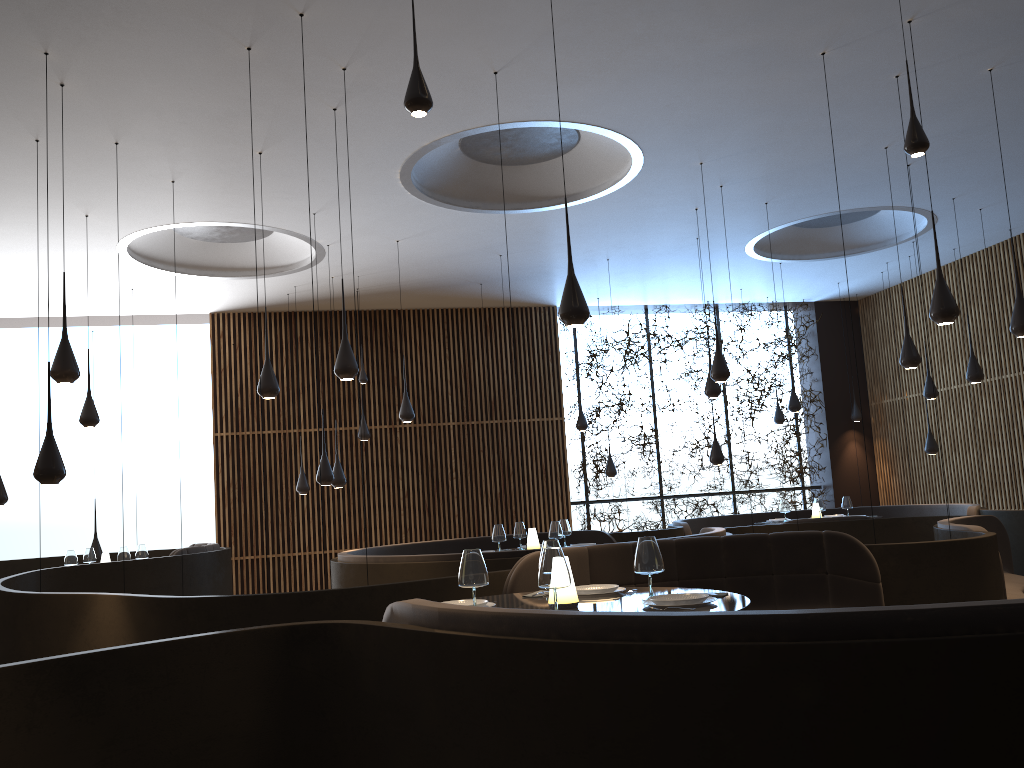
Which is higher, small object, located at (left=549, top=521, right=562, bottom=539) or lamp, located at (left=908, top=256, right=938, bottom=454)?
lamp, located at (left=908, top=256, right=938, bottom=454)

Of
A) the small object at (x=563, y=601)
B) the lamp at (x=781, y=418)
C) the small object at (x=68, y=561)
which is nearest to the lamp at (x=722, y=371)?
the small object at (x=563, y=601)

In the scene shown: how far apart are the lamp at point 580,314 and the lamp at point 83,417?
5.84m

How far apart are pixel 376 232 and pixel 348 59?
4.08m

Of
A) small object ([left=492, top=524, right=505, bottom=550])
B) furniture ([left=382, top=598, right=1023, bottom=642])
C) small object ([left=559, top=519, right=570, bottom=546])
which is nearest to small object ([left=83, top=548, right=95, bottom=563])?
small object ([left=492, top=524, right=505, bottom=550])

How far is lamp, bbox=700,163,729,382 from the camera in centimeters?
862cm

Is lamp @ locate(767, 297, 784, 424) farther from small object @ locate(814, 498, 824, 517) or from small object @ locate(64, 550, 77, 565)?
small object @ locate(64, 550, 77, 565)

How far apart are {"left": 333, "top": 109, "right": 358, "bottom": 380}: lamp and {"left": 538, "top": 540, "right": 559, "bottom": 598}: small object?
2.9m

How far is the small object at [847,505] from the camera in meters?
12.1

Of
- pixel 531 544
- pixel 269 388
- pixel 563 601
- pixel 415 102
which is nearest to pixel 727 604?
pixel 563 601
